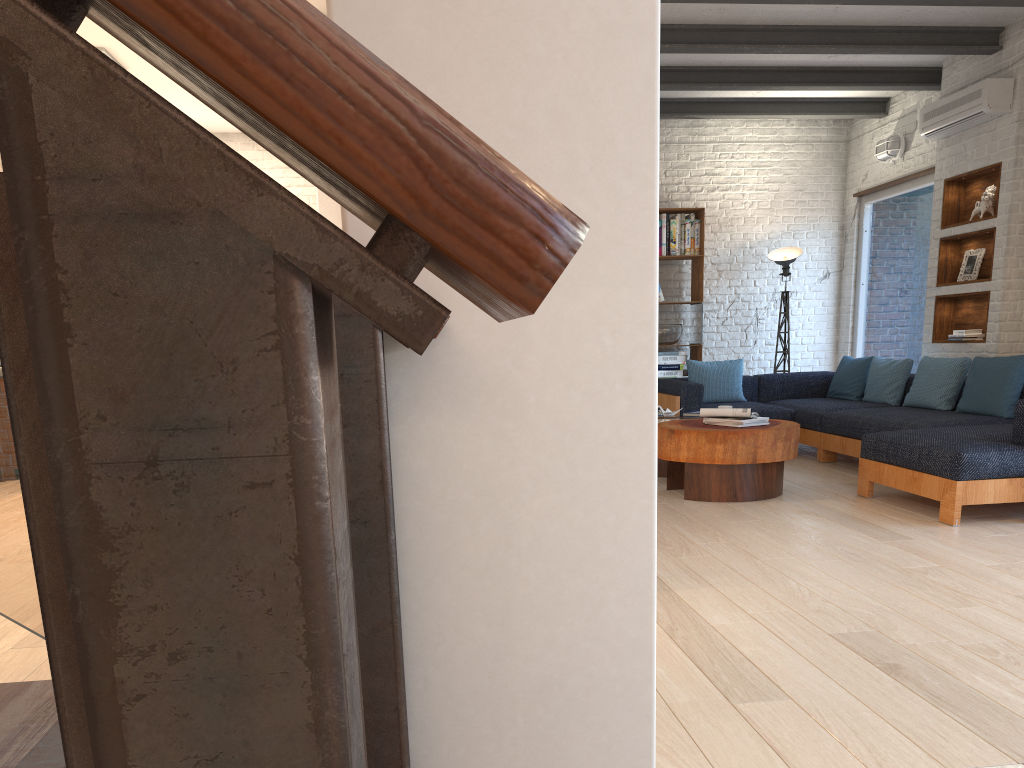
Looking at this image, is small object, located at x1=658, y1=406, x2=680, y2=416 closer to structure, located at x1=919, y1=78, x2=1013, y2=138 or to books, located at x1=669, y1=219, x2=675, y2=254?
books, located at x1=669, y1=219, x2=675, y2=254

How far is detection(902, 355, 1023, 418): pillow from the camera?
5.72m

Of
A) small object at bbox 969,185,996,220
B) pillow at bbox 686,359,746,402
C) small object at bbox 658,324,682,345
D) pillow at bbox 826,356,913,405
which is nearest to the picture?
small object at bbox 969,185,996,220

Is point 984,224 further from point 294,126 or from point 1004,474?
point 294,126

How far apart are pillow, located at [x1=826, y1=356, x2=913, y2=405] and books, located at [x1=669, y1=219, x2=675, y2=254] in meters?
1.9

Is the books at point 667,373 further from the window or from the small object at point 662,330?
the window

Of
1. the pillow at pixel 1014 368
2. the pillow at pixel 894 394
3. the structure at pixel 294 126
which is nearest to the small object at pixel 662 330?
the pillow at pixel 894 394

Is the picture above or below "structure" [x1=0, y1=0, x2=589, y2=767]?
above

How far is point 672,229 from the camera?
8.6 meters

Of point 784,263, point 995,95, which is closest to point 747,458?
point 995,95
